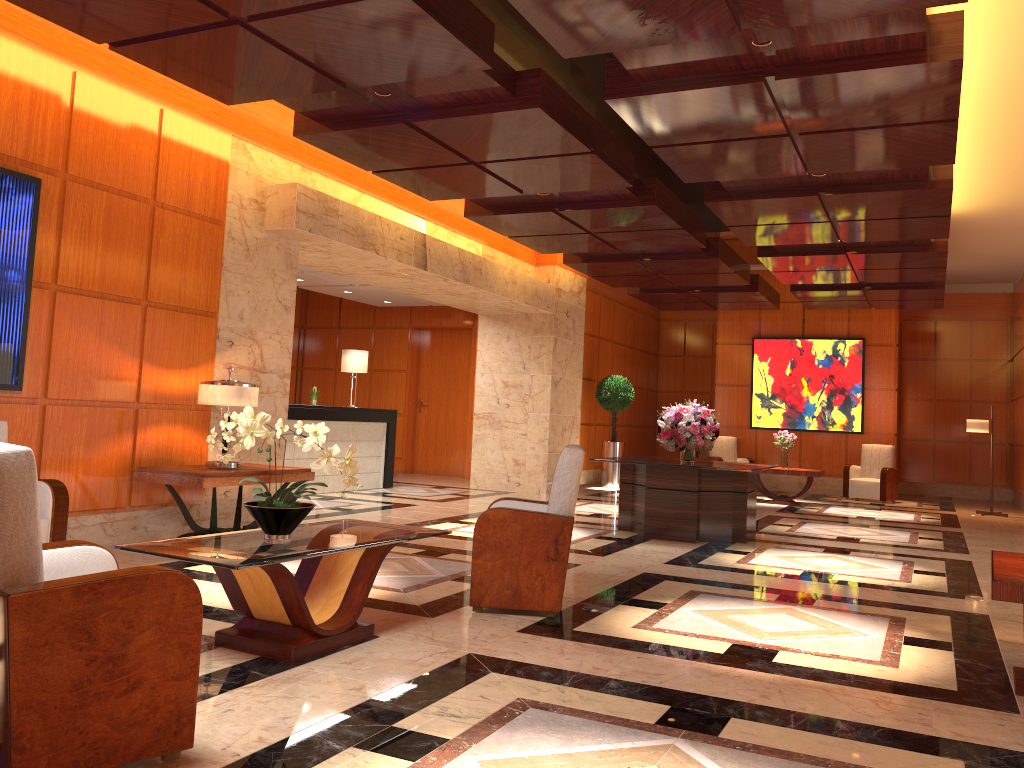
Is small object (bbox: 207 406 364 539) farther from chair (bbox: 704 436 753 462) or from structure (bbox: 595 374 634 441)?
chair (bbox: 704 436 753 462)

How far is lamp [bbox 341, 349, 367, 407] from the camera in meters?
12.6 m

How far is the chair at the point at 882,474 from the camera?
14.82m

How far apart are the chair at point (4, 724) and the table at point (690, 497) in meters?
6.1 m

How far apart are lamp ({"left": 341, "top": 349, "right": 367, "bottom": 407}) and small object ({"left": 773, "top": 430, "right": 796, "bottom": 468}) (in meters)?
6.58

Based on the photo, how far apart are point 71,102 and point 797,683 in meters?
6.0

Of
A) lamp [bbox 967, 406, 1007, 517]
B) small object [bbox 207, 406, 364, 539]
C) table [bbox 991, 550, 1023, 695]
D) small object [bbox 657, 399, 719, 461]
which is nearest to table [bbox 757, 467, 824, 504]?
lamp [bbox 967, 406, 1007, 517]

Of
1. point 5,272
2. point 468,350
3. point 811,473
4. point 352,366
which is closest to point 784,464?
point 811,473

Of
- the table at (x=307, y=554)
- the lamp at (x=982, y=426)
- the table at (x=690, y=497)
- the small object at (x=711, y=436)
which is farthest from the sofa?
the lamp at (x=982, y=426)

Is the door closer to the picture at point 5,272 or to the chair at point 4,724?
the picture at point 5,272
